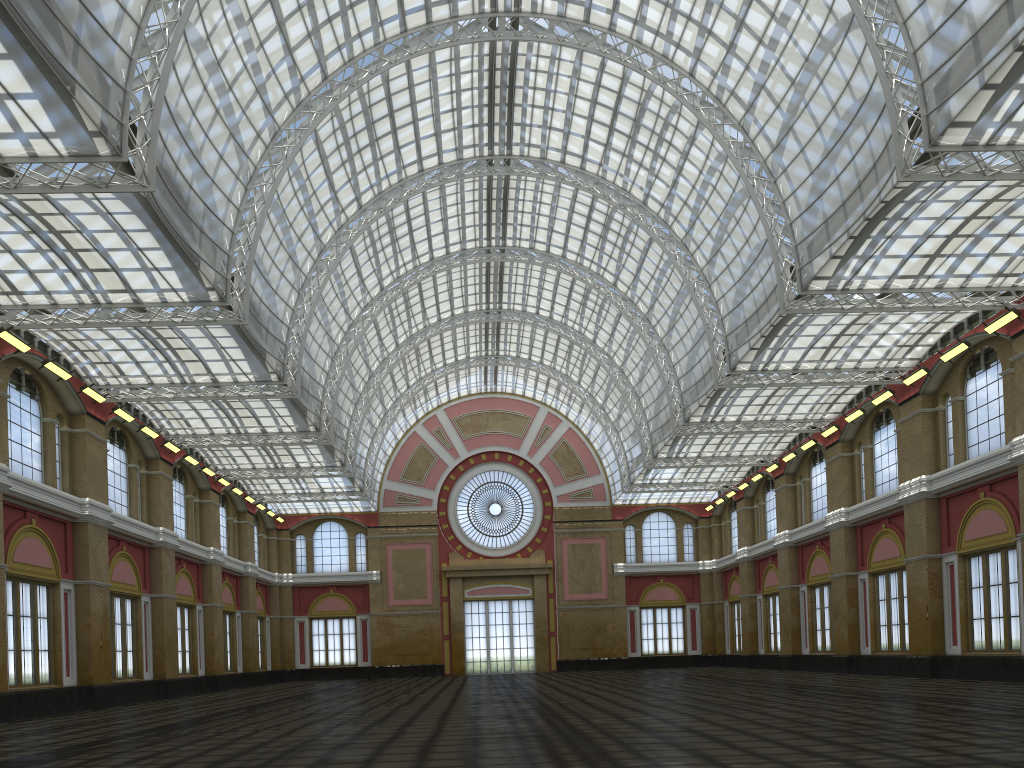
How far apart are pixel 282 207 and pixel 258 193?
4.0 meters

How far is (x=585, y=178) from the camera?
47.38m
